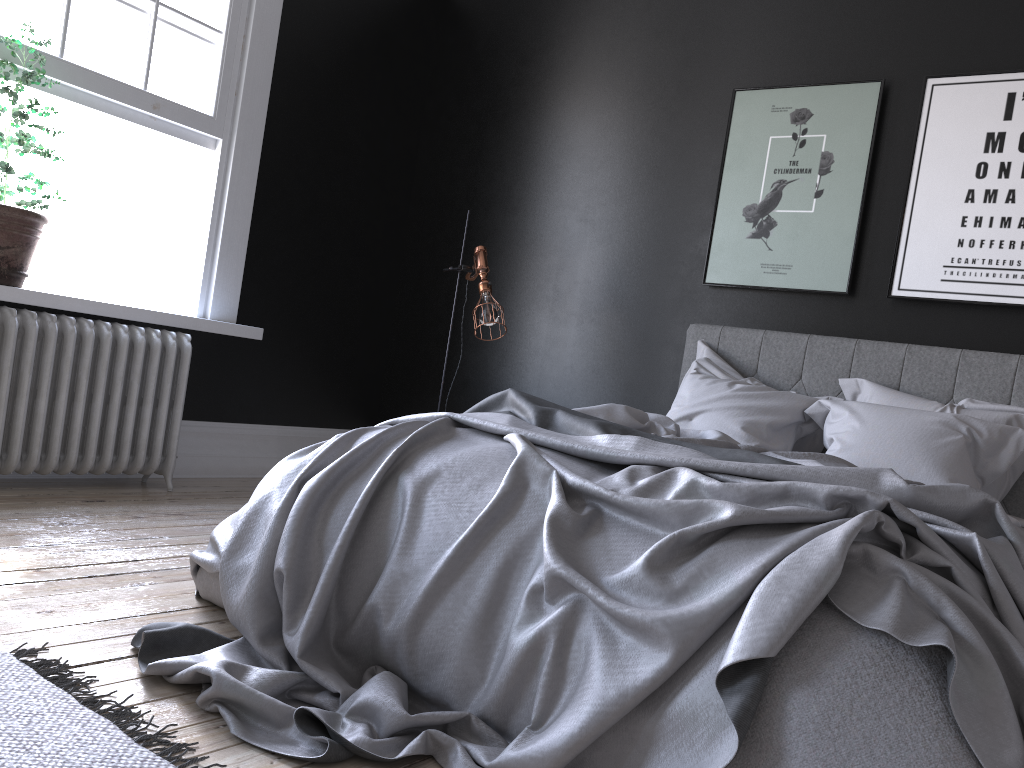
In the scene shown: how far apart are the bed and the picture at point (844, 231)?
0.3 meters

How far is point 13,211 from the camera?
3.8 meters

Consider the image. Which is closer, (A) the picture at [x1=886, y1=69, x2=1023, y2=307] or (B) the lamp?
(A) the picture at [x1=886, y1=69, x2=1023, y2=307]

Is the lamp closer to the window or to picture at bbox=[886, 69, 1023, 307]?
the window

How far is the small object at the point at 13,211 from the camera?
3.8m

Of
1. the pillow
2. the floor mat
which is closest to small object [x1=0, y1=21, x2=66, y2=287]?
the floor mat

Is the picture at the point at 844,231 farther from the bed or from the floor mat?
the floor mat

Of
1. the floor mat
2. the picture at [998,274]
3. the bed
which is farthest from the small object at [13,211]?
the picture at [998,274]

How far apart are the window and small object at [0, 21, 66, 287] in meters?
0.1

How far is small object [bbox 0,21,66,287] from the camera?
3.84m
